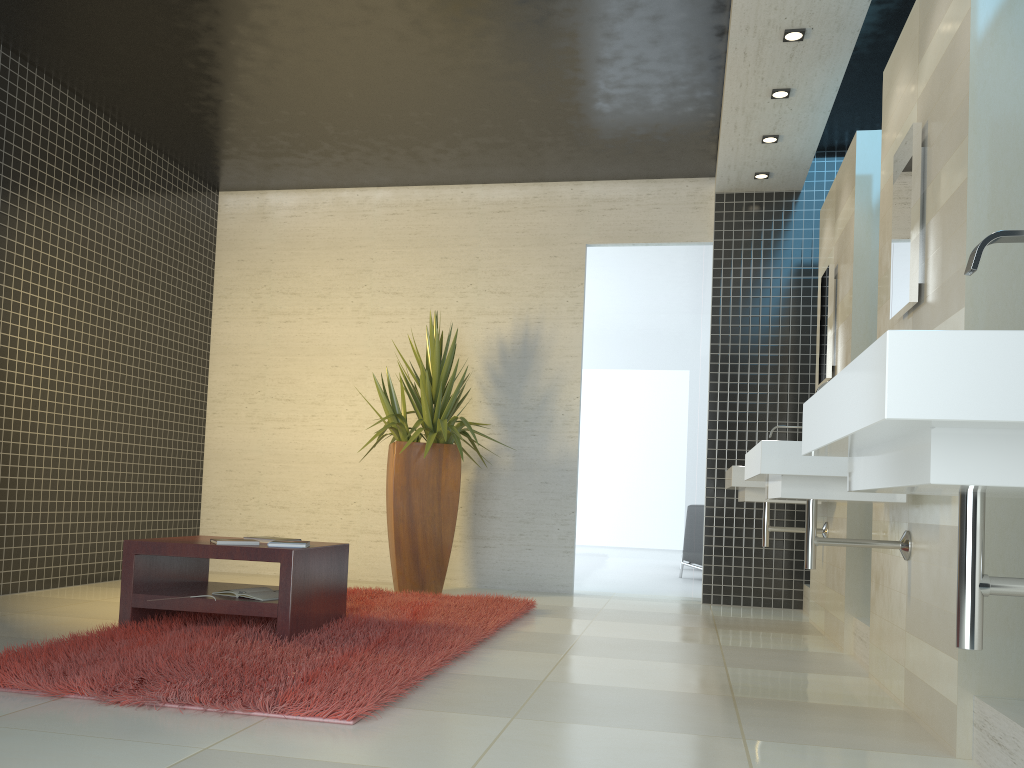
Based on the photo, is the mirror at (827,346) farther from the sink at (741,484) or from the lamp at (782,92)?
the lamp at (782,92)

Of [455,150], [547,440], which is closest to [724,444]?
[547,440]

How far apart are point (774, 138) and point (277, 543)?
4.1m

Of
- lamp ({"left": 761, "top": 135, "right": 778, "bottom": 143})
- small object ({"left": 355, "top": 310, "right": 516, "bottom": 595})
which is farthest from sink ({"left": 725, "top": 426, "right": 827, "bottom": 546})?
lamp ({"left": 761, "top": 135, "right": 778, "bottom": 143})

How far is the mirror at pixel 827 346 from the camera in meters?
5.2 m

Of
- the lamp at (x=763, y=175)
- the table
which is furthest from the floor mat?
the lamp at (x=763, y=175)

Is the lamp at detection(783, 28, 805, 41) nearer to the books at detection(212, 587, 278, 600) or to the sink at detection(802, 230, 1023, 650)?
the sink at detection(802, 230, 1023, 650)

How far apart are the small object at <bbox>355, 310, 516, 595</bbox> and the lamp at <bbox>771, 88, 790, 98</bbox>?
2.74m

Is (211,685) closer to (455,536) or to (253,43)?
(253,43)

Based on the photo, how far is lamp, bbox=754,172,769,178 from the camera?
6.5 meters
